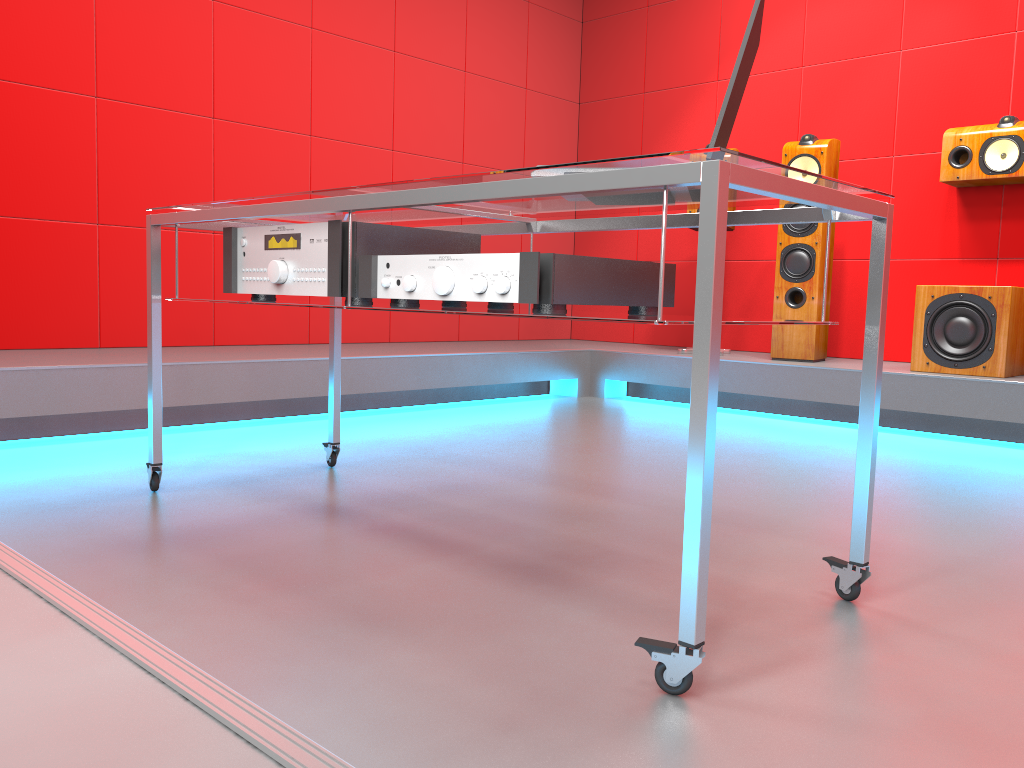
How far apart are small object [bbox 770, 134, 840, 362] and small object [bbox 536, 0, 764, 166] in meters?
2.7 m

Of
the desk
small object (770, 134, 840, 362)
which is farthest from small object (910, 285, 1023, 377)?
the desk

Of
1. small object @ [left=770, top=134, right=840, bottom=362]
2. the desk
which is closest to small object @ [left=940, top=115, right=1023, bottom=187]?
small object @ [left=770, top=134, right=840, bottom=362]

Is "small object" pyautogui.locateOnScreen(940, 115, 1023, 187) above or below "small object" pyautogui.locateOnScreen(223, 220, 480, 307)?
above

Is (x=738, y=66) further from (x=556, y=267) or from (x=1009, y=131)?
(x=1009, y=131)

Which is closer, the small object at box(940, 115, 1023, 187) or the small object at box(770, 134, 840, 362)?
the small object at box(940, 115, 1023, 187)

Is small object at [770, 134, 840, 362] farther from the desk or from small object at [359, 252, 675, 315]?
small object at [359, 252, 675, 315]

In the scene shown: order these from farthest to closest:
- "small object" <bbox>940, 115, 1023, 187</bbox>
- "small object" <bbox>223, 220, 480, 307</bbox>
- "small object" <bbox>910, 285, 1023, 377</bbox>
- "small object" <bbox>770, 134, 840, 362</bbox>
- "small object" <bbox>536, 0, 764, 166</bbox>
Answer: "small object" <bbox>770, 134, 840, 362</bbox>, "small object" <bbox>940, 115, 1023, 187</bbox>, "small object" <bbox>910, 285, 1023, 377</bbox>, "small object" <bbox>223, 220, 480, 307</bbox>, "small object" <bbox>536, 0, 764, 166</bbox>

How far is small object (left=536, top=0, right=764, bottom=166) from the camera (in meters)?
1.29

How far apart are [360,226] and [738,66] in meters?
0.7 m
